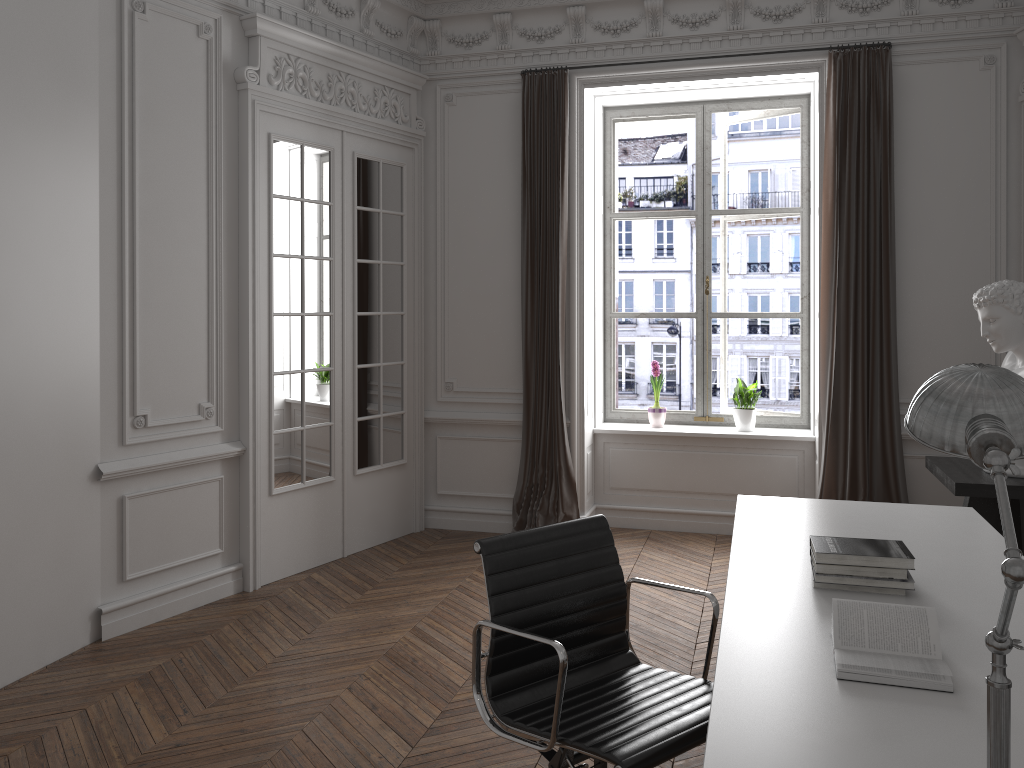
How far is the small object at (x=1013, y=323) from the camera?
4.13m

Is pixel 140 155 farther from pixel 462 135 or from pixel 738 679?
pixel 738 679

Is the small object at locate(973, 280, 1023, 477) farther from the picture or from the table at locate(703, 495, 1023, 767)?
the picture

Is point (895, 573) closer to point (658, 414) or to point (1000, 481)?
point (1000, 481)

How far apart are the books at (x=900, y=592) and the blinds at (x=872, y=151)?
3.0 meters

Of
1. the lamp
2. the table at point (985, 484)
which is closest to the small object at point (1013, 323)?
the table at point (985, 484)

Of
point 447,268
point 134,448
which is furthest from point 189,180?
point 447,268

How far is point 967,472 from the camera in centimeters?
426cm

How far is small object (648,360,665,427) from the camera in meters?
6.3 m

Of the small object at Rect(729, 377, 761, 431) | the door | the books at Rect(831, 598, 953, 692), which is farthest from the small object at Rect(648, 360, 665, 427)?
the books at Rect(831, 598, 953, 692)
